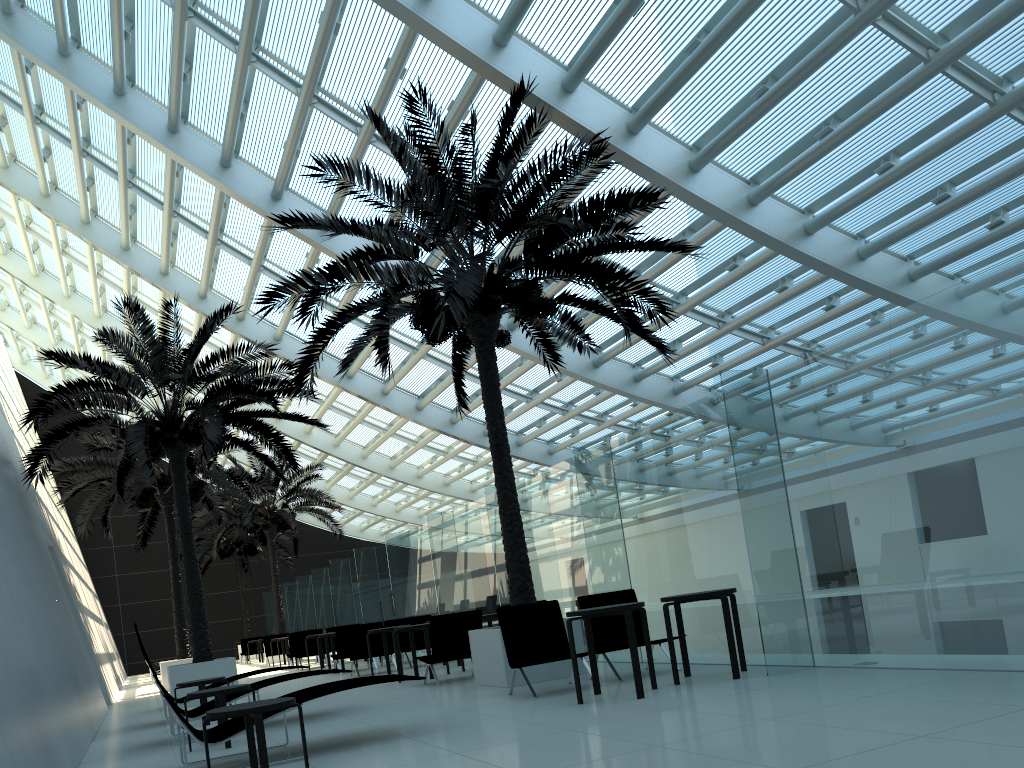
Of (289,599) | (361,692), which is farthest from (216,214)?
(289,599)

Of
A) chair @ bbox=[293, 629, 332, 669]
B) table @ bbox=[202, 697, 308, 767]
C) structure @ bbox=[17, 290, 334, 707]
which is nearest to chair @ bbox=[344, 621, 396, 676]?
structure @ bbox=[17, 290, 334, 707]

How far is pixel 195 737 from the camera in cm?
585

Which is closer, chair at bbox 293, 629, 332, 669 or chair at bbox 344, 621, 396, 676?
chair at bbox 344, 621, 396, 676

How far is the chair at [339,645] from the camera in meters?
15.8

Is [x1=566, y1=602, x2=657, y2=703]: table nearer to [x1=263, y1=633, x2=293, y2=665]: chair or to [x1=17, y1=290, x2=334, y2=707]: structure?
[x1=17, y1=290, x2=334, y2=707]: structure

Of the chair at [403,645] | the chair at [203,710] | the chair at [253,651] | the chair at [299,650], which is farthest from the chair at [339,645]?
the chair at [253,651]

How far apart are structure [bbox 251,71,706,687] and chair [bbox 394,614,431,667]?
4.57m

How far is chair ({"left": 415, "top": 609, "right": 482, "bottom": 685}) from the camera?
10.7m

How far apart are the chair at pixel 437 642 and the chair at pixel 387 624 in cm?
522
